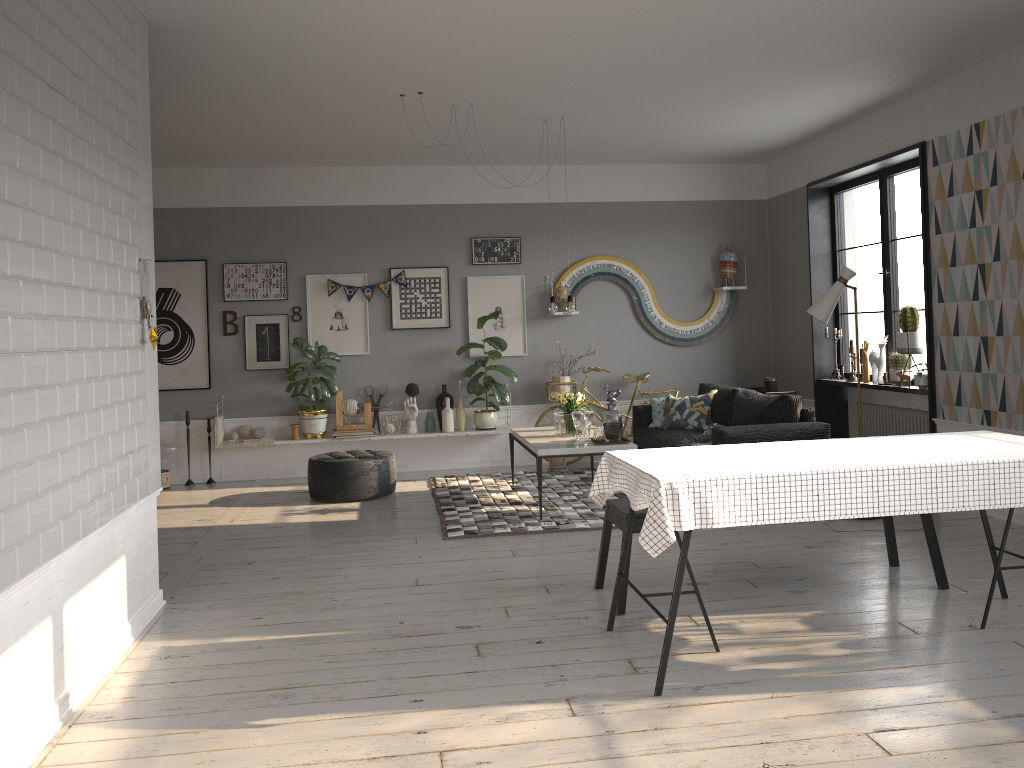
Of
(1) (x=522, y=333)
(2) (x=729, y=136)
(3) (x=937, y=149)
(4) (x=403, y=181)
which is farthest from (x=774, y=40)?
(4) (x=403, y=181)

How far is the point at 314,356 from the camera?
8.2 meters

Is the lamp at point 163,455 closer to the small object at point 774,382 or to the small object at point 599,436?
the small object at point 599,436

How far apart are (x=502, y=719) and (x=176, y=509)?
4.9 meters

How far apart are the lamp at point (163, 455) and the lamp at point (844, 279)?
5.6 meters

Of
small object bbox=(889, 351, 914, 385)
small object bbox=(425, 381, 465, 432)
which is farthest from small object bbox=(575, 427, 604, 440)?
small object bbox=(889, 351, 914, 385)

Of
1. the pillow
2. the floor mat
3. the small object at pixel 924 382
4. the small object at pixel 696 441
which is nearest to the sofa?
the pillow

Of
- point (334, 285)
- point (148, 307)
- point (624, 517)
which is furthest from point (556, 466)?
point (148, 307)

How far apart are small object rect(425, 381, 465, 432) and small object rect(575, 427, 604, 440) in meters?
2.2

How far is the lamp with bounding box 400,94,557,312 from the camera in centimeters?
691cm
